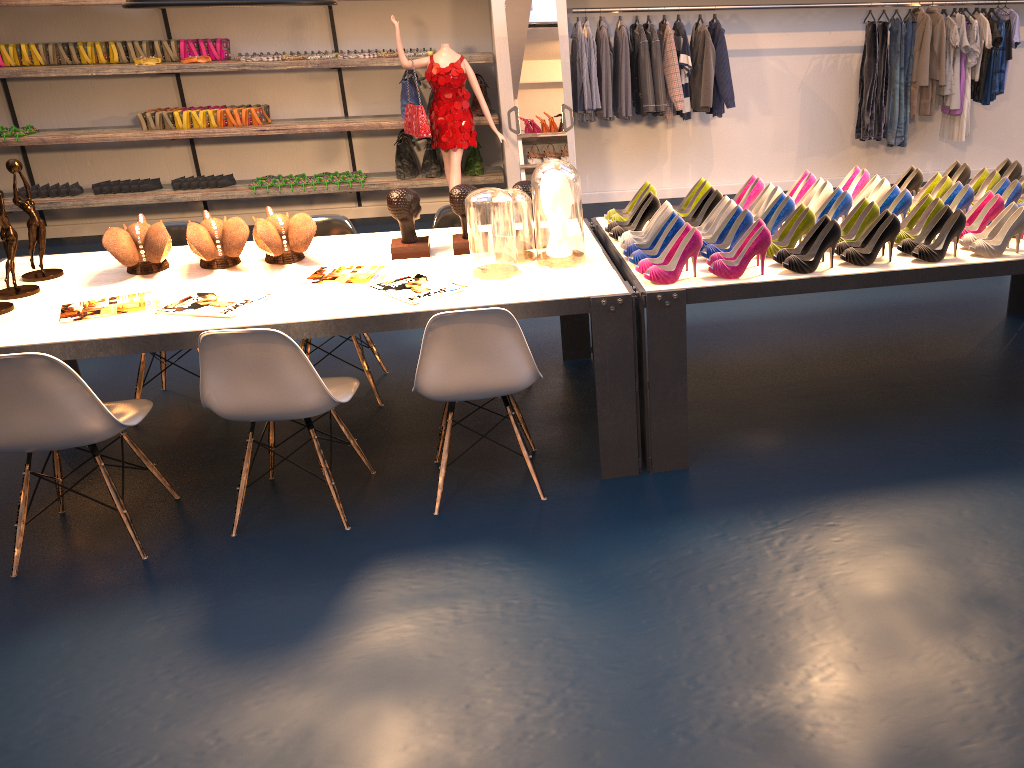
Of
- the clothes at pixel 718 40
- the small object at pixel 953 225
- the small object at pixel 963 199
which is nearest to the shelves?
the clothes at pixel 718 40

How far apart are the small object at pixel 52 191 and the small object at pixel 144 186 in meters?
0.7 m

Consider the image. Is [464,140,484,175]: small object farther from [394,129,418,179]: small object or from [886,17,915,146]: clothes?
[886,17,915,146]: clothes

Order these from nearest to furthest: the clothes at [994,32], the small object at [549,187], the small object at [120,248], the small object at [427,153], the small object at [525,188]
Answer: the small object at [549,187]
the small object at [120,248]
the small object at [525,188]
the clothes at [994,32]
the small object at [427,153]

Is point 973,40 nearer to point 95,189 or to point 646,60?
point 646,60

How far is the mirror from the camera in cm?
647

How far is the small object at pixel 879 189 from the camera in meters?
3.8

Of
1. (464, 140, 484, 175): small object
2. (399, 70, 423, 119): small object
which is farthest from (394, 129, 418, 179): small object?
(464, 140, 484, 175): small object

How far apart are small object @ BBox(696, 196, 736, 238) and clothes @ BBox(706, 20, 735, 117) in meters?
3.7 m

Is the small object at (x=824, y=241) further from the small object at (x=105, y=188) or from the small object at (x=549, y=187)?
the small object at (x=105, y=188)
